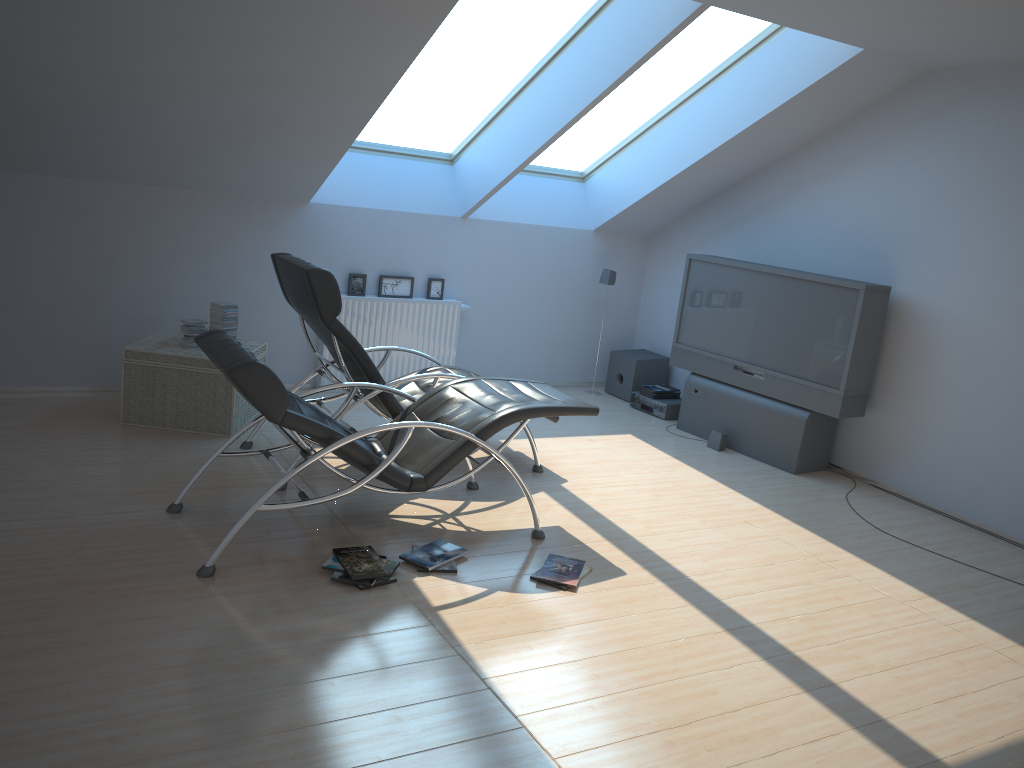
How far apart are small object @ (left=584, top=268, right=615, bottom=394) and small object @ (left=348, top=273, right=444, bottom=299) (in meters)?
1.56

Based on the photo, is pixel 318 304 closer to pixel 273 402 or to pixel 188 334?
pixel 273 402

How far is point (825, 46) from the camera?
6.0m

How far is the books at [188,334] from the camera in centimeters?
586cm

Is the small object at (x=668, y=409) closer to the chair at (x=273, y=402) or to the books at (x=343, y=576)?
the books at (x=343, y=576)

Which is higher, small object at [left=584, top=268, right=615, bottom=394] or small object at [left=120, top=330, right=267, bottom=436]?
small object at [left=584, top=268, right=615, bottom=394]

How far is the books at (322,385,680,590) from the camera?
3.96m

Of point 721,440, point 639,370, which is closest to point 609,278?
point 639,370

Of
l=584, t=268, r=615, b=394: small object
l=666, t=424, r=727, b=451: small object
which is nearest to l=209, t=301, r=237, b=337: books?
l=584, t=268, r=615, b=394: small object

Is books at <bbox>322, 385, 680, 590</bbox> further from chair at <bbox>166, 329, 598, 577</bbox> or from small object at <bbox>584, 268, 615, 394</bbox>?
small object at <bbox>584, 268, 615, 394</bbox>
